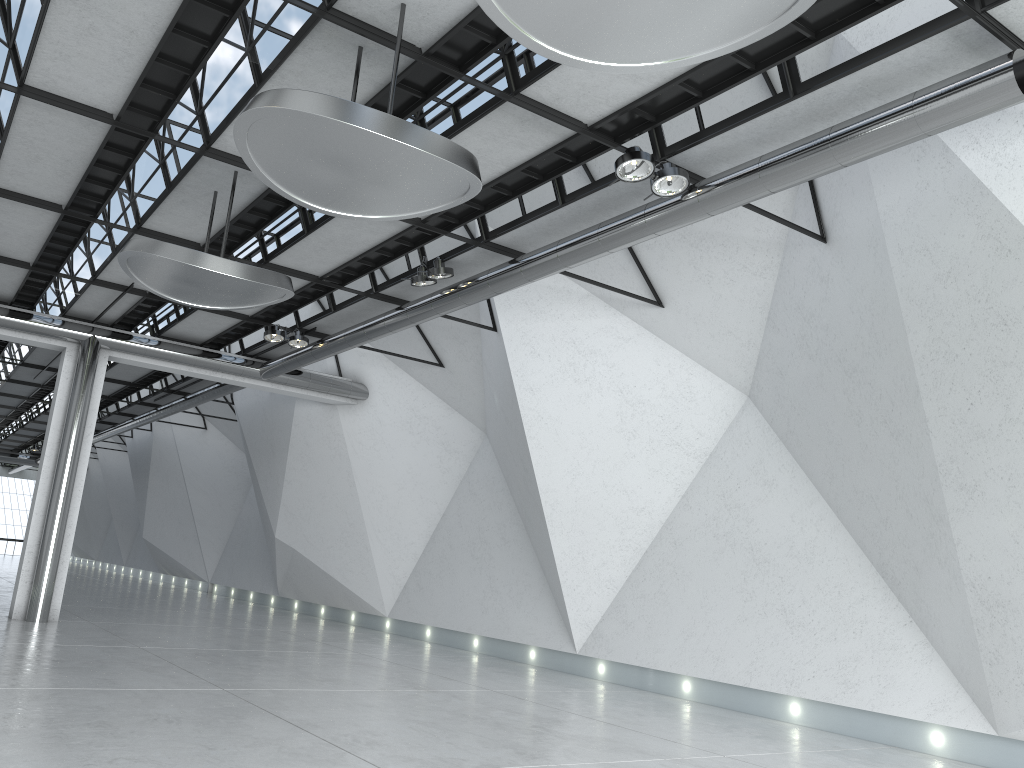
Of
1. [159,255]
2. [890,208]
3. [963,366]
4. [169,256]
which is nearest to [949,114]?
[890,208]

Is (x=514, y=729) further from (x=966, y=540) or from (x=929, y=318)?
(x=929, y=318)
